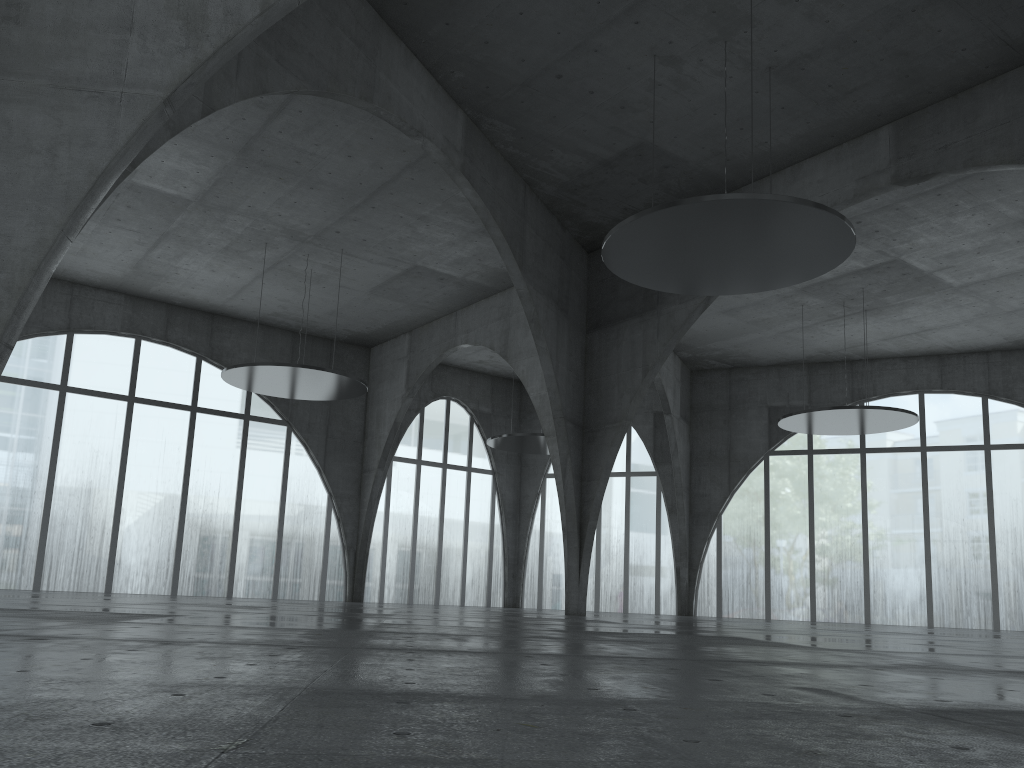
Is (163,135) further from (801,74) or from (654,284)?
(801,74)
